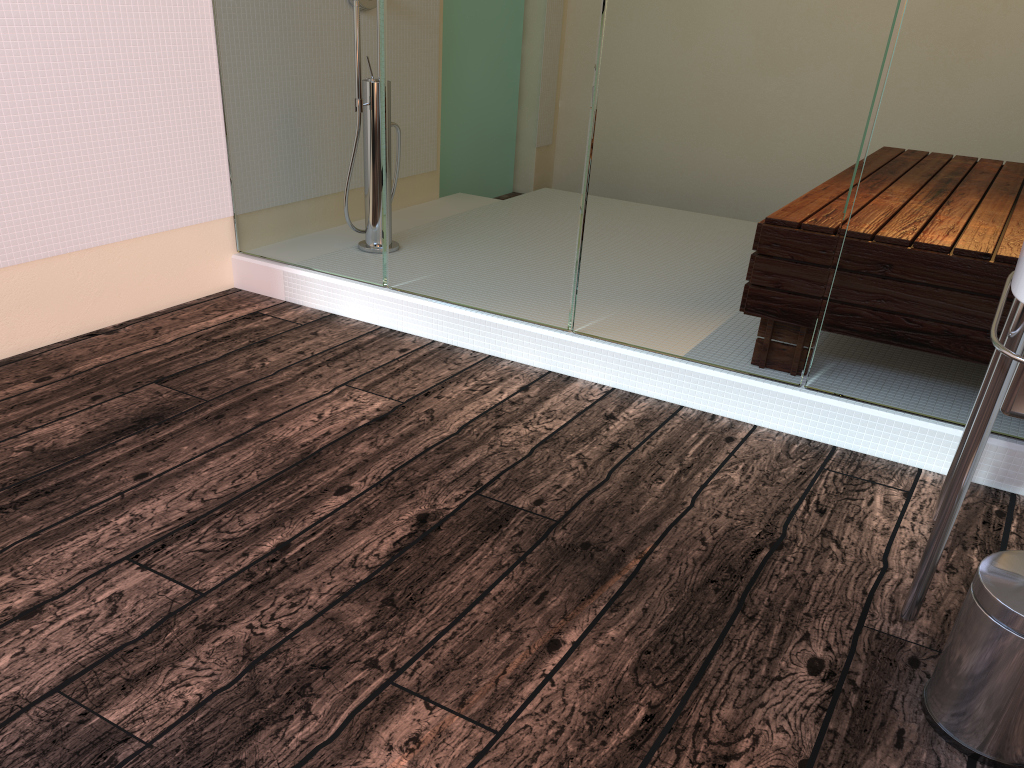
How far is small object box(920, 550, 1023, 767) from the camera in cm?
128

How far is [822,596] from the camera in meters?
1.7

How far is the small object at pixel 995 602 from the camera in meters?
1.3 m

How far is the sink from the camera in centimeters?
133cm

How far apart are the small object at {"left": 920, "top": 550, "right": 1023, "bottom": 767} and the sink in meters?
0.1 m

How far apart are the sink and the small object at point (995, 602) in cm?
12
